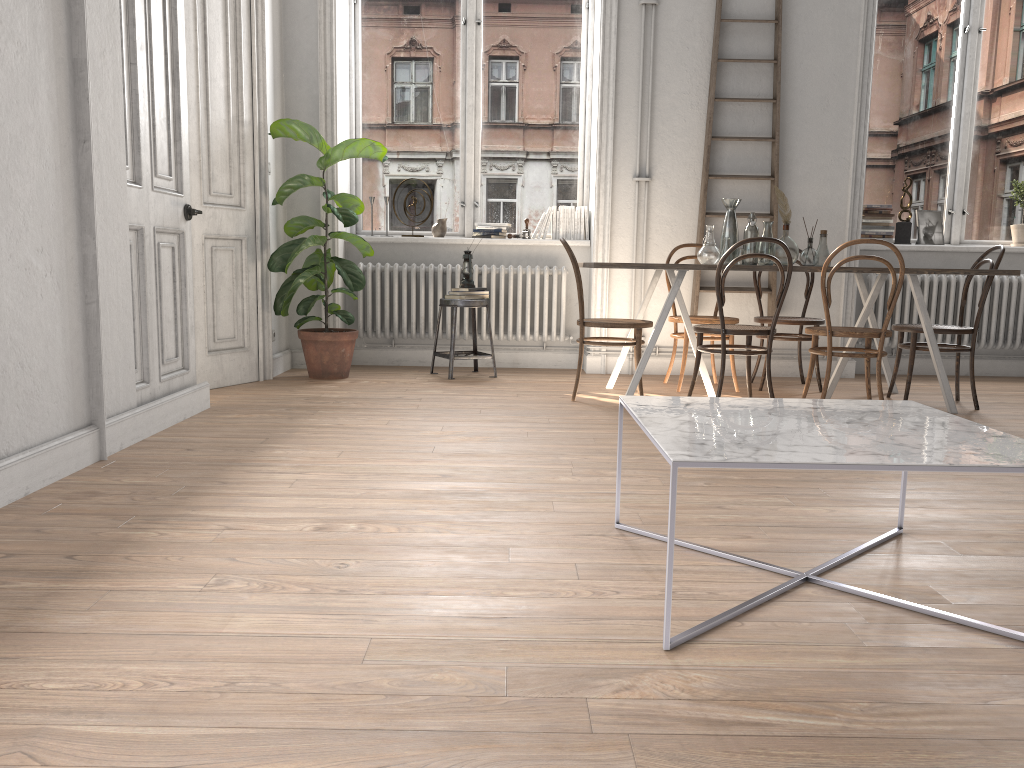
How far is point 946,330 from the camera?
4.9 meters

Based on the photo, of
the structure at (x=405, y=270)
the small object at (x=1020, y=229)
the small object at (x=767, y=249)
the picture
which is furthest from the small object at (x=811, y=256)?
the small object at (x=1020, y=229)

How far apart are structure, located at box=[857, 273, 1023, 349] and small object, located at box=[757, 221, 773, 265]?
1.6m

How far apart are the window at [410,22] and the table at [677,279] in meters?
1.5

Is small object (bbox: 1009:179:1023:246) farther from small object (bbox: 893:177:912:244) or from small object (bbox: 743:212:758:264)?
small object (bbox: 743:212:758:264)

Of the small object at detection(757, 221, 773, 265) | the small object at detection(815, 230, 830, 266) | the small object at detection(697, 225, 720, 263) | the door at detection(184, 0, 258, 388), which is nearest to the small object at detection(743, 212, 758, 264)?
the small object at detection(757, 221, 773, 265)

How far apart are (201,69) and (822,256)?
3.7m

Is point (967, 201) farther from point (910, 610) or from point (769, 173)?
point (910, 610)

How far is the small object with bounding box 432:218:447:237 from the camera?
6.5m

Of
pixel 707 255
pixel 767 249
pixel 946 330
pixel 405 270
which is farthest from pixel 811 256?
pixel 405 270
